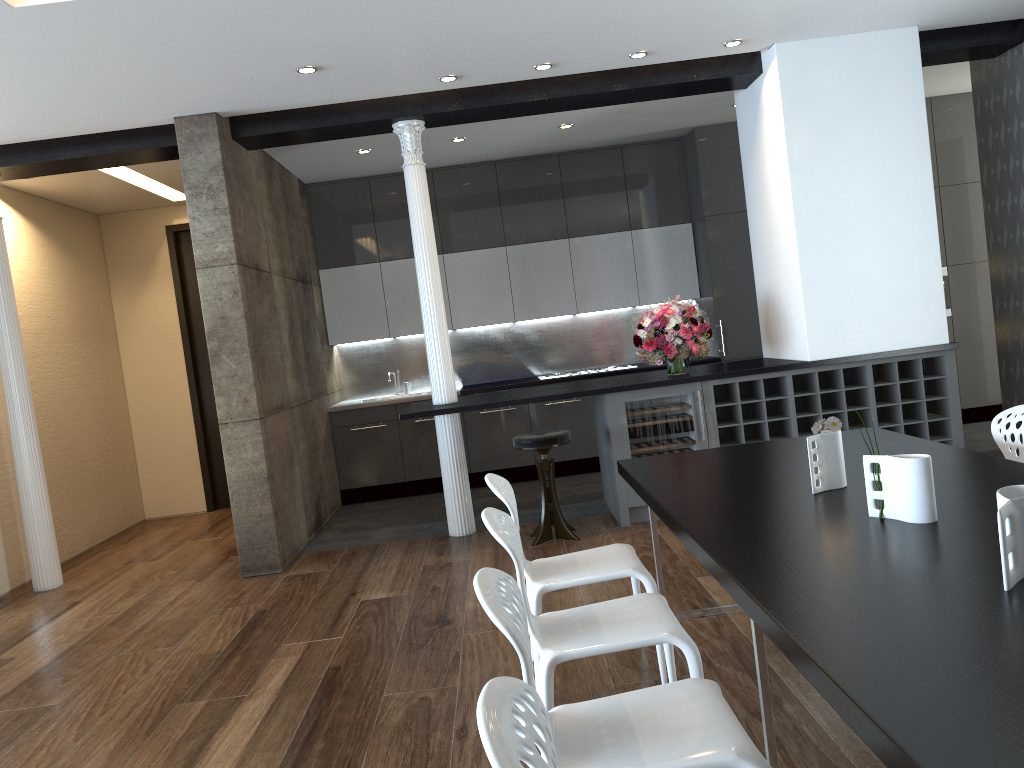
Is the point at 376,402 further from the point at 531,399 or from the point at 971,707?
the point at 971,707

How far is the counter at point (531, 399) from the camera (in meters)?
5.78

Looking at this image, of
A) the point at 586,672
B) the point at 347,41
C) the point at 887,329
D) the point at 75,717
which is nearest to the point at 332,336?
the point at 347,41

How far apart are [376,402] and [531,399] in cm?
260

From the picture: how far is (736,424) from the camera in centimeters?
587cm

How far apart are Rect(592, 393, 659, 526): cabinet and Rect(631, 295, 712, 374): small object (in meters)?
0.41

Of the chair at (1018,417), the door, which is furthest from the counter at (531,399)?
the door

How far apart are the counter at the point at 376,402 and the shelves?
1.9 meters

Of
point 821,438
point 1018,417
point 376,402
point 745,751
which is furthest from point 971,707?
point 376,402

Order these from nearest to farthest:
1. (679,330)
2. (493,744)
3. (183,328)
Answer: (493,744), (679,330), (183,328)
